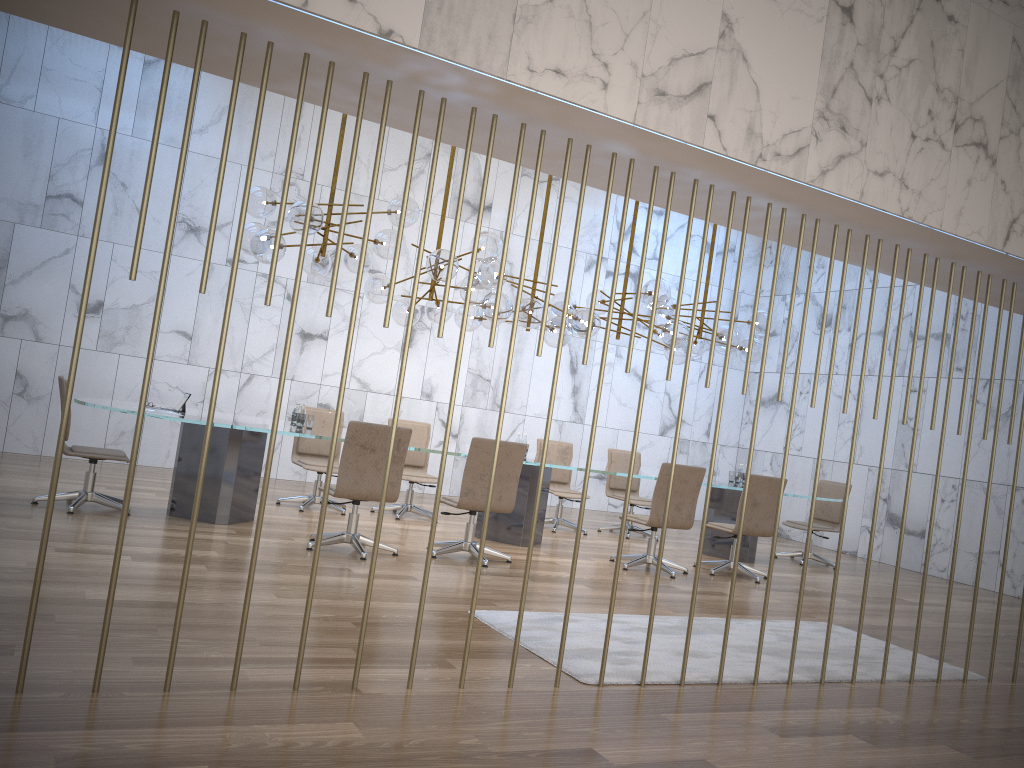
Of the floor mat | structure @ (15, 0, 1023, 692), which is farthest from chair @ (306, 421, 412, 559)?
structure @ (15, 0, 1023, 692)

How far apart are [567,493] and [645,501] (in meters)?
1.08

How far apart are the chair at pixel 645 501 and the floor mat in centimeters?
400cm

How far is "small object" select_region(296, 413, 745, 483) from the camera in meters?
7.6

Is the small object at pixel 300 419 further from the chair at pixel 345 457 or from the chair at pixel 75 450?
the chair at pixel 75 450

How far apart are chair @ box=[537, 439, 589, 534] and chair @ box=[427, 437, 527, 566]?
2.69m

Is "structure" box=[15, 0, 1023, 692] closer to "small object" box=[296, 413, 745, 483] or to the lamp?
the lamp

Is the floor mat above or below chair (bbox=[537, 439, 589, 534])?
below

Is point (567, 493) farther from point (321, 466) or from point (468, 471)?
point (468, 471)

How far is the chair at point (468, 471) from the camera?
6.95m
